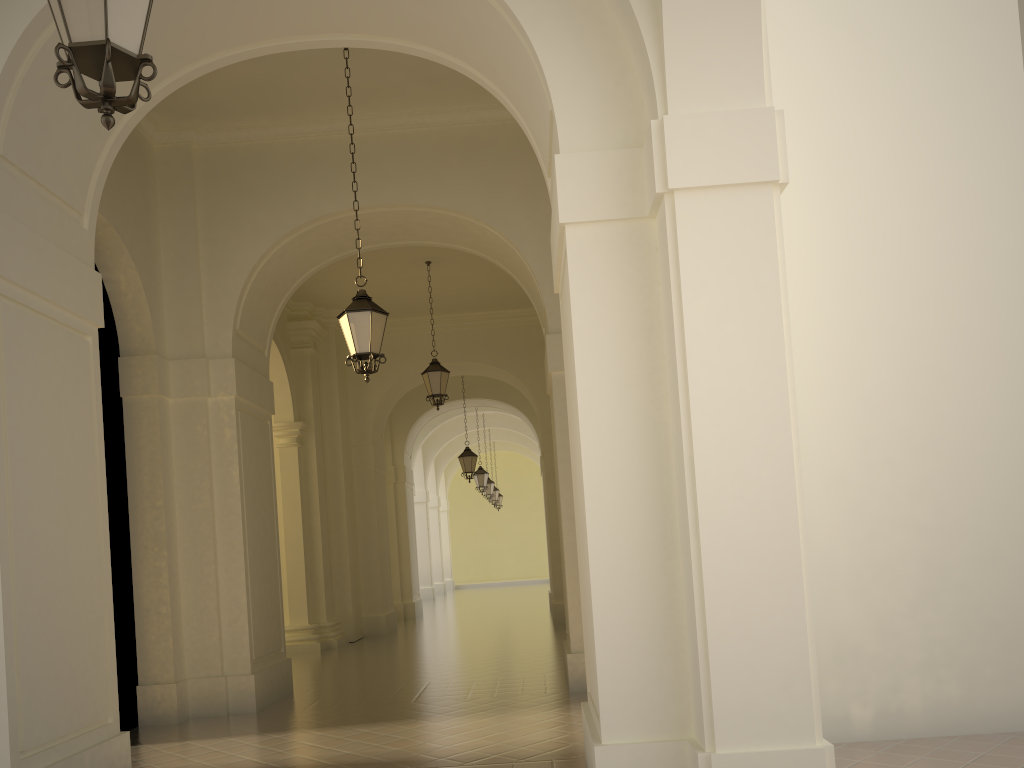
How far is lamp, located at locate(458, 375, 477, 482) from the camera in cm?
2107

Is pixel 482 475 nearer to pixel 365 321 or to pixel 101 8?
pixel 365 321

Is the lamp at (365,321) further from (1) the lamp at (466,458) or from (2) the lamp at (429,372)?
(1) the lamp at (466,458)

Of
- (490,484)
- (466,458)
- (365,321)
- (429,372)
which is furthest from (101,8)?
(490,484)

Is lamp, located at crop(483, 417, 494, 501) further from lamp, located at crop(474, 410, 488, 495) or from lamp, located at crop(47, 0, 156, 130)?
lamp, located at crop(47, 0, 156, 130)

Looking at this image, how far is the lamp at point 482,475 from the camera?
26.03m

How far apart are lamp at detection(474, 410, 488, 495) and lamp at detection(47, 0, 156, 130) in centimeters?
2280cm

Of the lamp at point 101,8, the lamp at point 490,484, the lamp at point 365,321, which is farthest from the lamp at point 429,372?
the lamp at point 490,484

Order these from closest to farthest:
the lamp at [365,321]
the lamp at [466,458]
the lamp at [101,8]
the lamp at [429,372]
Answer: the lamp at [101,8]
the lamp at [365,321]
the lamp at [429,372]
the lamp at [466,458]

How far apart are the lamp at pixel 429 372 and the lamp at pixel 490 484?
15.3 meters
